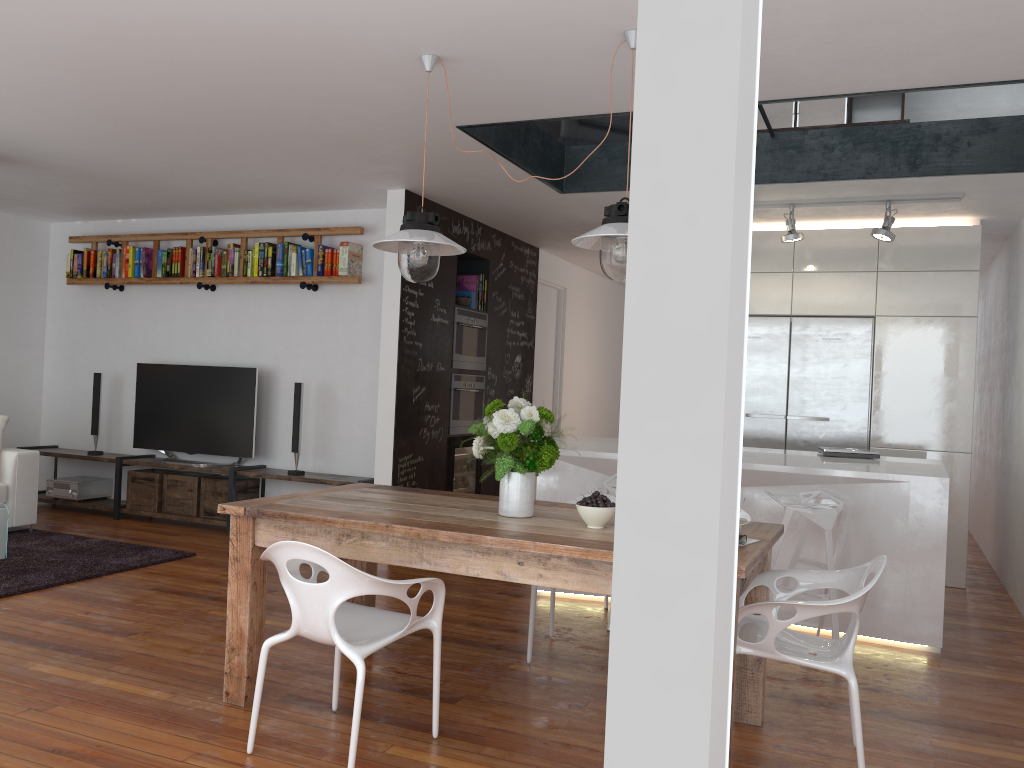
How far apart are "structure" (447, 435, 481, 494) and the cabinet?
2.37m

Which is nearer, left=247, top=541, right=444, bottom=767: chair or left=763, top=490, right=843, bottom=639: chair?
left=247, top=541, right=444, bottom=767: chair

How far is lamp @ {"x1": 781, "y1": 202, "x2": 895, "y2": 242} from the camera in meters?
5.5

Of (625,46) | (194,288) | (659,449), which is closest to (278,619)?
(625,46)

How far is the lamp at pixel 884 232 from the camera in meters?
5.5

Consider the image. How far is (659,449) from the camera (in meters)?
0.73

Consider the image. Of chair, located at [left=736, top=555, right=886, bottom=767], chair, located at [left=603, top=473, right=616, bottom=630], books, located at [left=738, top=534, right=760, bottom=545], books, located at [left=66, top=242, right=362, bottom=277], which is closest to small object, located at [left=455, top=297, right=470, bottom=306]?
books, located at [left=66, top=242, right=362, bottom=277]

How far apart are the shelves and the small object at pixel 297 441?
0.08m

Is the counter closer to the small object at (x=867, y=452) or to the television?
the small object at (x=867, y=452)

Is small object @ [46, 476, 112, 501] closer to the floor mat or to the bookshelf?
the floor mat
